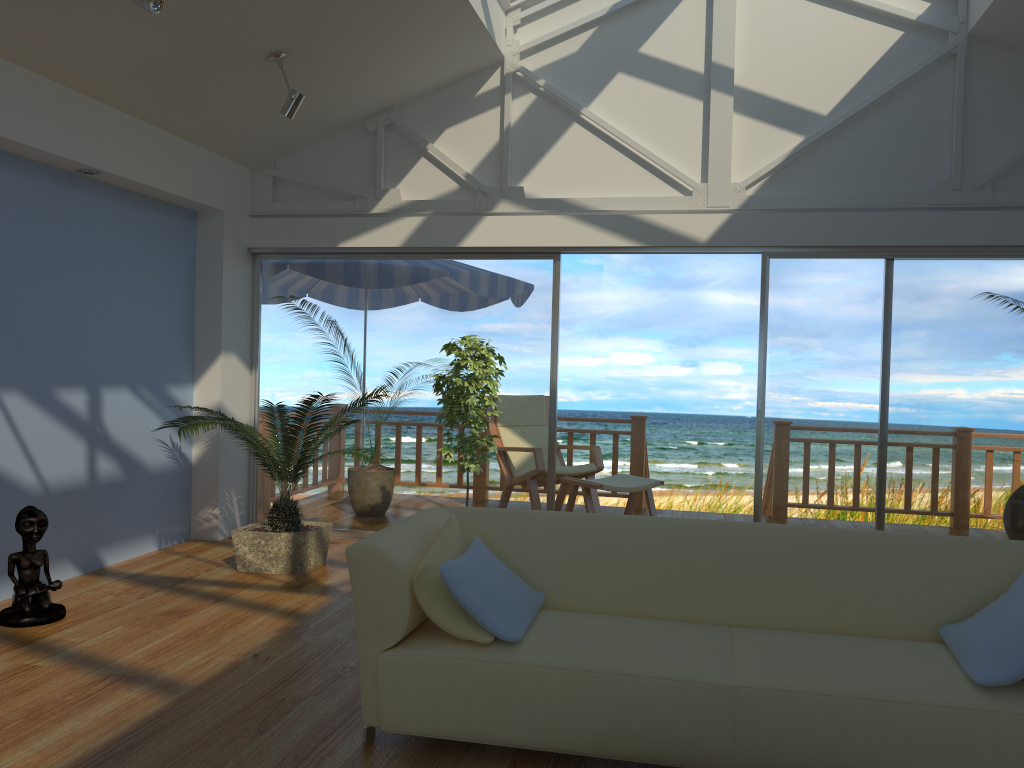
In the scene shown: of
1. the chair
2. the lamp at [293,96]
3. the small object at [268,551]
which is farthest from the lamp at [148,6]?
the chair

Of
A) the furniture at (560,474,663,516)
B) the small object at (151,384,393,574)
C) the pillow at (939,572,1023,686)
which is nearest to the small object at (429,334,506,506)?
the small object at (151,384,393,574)

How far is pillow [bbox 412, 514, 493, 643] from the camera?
2.8m

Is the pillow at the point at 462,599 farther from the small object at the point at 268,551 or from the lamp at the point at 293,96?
the lamp at the point at 293,96

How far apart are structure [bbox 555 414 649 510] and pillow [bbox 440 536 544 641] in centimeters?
458cm

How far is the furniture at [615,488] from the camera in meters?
6.2

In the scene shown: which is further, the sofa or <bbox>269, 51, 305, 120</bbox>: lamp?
<bbox>269, 51, 305, 120</bbox>: lamp

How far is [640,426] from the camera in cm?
766

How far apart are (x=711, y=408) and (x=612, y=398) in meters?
1.3

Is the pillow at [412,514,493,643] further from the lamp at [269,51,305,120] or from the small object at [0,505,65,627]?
the lamp at [269,51,305,120]
